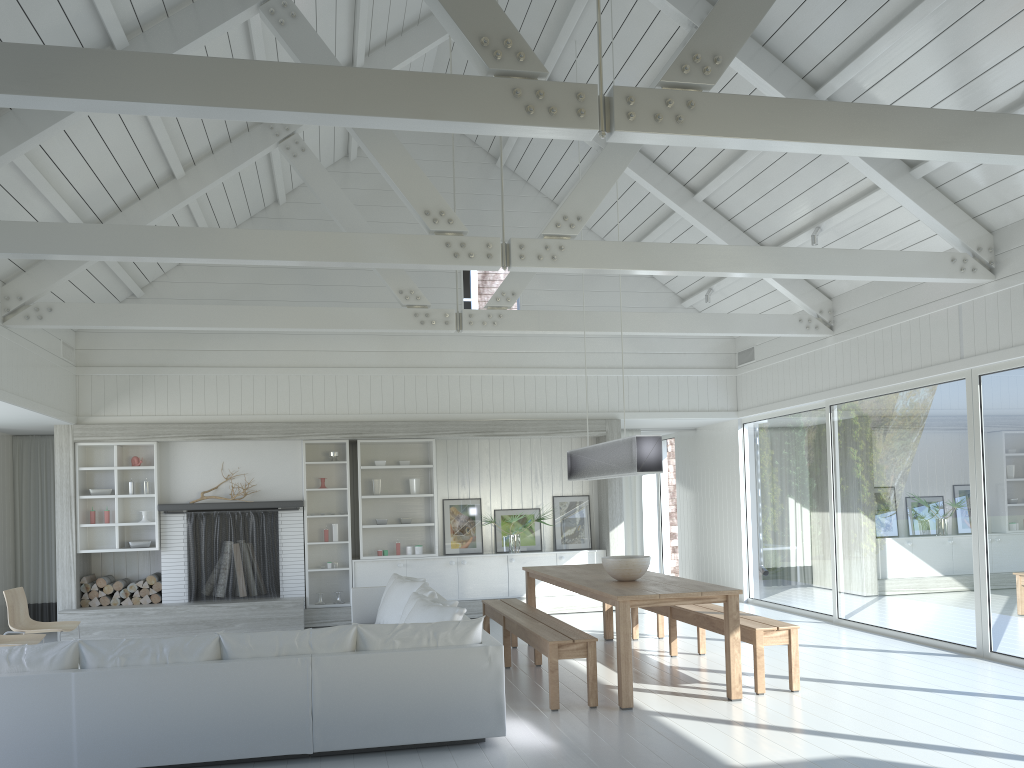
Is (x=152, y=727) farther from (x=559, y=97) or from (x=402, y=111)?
(x=559, y=97)

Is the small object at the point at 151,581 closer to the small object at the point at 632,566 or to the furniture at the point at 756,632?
the furniture at the point at 756,632

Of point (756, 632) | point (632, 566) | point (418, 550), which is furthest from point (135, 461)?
point (756, 632)

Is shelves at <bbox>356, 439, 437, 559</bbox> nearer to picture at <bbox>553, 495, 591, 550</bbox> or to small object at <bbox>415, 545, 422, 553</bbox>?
small object at <bbox>415, 545, 422, 553</bbox>

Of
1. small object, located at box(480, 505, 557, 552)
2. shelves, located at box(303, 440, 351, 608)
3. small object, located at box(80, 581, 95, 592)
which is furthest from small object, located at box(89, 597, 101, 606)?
small object, located at box(480, 505, 557, 552)

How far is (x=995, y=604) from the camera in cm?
709

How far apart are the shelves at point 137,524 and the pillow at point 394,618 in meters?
3.1

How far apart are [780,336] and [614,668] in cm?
417

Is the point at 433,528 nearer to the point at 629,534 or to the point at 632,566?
the point at 629,534

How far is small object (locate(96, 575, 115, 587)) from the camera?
9.9m
